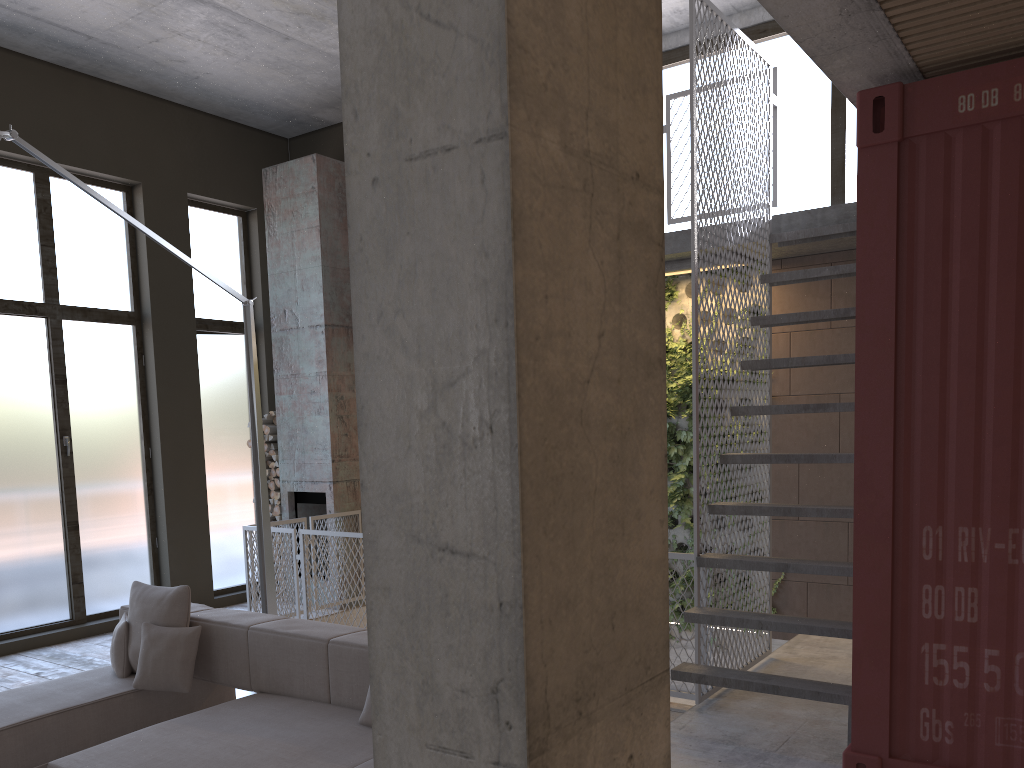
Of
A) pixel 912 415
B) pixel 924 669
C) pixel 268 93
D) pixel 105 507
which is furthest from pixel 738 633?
pixel 268 93

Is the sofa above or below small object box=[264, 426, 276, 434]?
below

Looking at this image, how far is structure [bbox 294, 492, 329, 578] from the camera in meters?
9.1

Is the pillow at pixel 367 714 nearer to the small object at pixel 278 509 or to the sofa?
the sofa

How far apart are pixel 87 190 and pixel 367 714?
3.3m

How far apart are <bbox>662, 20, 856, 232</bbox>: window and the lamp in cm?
387

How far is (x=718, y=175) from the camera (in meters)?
5.50

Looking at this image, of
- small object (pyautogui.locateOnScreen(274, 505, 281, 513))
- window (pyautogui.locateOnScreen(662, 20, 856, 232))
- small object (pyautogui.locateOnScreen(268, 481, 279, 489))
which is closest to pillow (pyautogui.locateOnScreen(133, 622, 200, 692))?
small object (pyautogui.locateOnScreen(274, 505, 281, 513))

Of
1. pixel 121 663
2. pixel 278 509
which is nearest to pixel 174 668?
pixel 121 663

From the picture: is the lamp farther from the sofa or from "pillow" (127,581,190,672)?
"pillow" (127,581,190,672)
